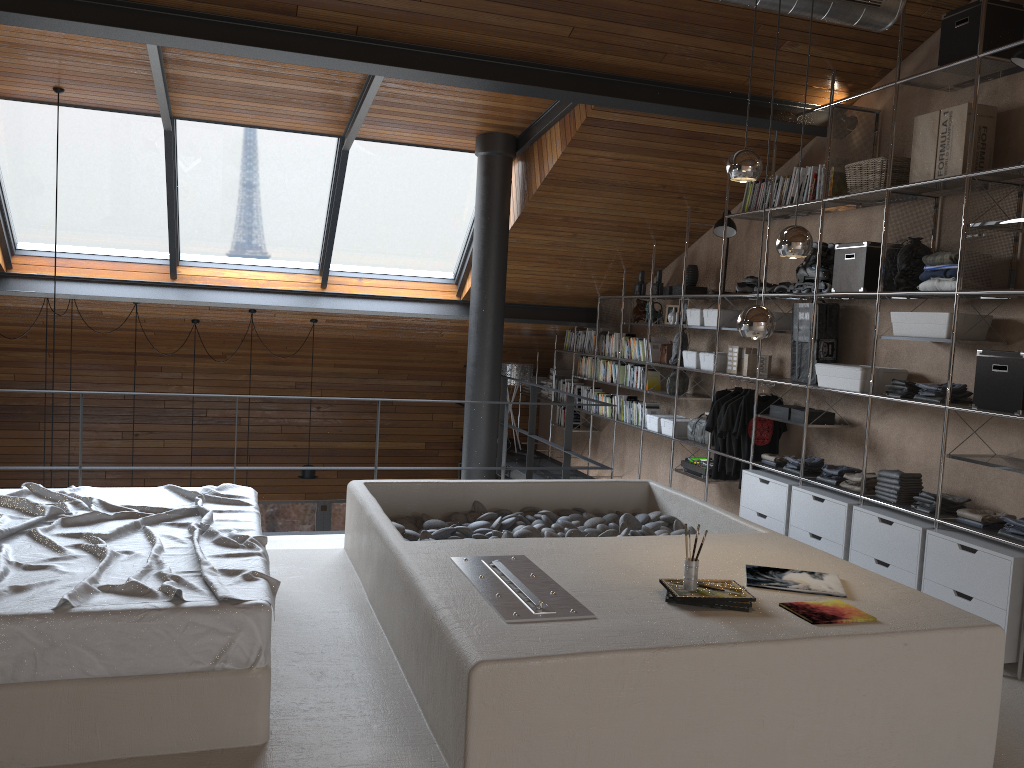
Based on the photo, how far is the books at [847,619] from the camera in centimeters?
290cm

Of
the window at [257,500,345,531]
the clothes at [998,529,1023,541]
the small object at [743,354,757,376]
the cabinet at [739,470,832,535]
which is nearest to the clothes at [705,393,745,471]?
the small object at [743,354,757,376]

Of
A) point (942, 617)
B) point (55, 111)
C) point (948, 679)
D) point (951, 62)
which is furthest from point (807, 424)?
point (55, 111)

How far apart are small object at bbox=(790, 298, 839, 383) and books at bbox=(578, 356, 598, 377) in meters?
3.3 m

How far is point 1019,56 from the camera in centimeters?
414cm

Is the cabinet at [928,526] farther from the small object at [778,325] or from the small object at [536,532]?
the small object at [778,325]

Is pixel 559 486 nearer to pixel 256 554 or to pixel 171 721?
pixel 256 554

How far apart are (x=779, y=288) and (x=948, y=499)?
1.94m

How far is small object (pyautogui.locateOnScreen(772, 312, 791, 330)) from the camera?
6.2 meters

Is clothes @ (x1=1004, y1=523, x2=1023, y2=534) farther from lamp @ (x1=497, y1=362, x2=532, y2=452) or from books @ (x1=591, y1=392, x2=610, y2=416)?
lamp @ (x1=497, y1=362, x2=532, y2=452)
